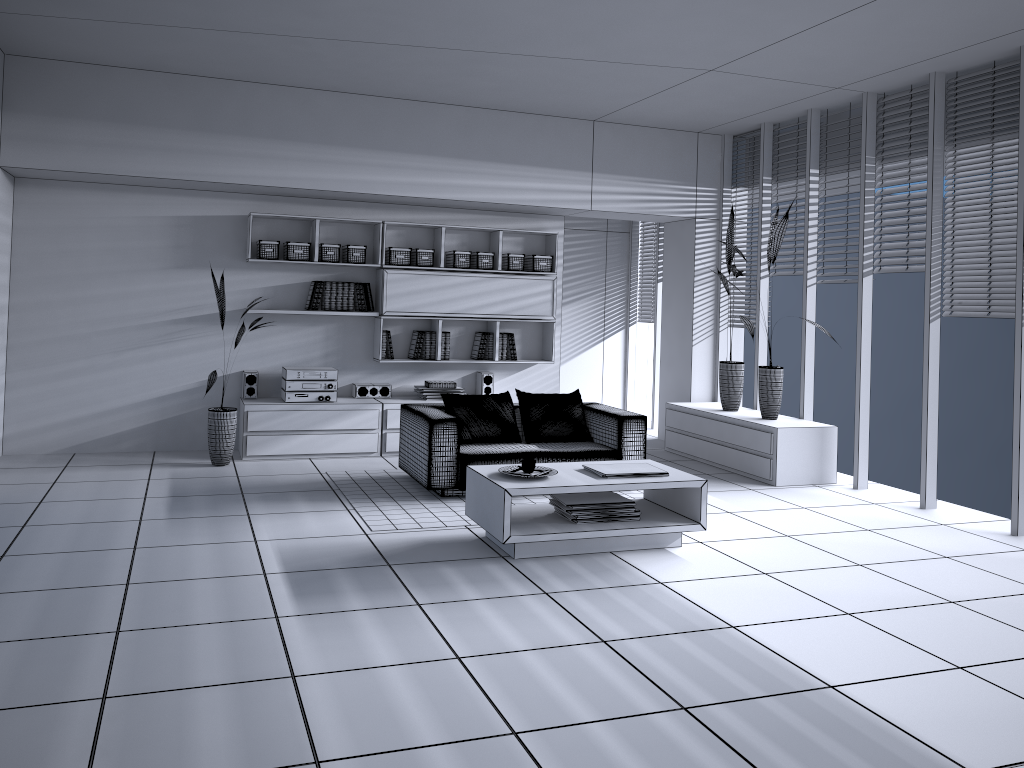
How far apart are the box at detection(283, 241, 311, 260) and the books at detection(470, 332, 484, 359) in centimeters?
173cm

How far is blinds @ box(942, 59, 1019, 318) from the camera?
5.7 meters

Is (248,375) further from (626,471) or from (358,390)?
(626,471)

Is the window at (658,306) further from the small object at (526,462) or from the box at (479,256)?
the small object at (526,462)

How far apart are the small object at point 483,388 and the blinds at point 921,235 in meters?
3.5 m

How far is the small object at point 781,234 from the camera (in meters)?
6.66

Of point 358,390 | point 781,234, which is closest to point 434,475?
point 358,390

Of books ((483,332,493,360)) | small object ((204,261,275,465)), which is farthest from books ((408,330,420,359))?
small object ((204,261,275,465))

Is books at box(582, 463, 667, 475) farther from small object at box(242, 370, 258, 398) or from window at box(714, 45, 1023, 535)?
small object at box(242, 370, 258, 398)

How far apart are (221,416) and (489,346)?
2.5 meters
